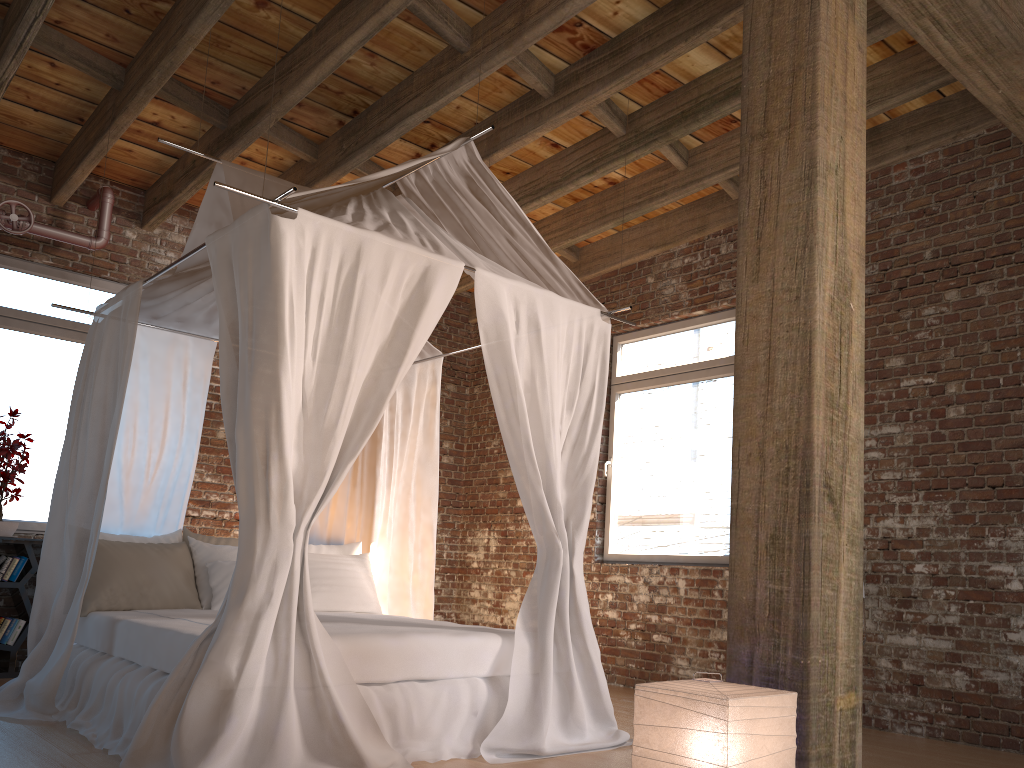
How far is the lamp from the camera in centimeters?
210cm

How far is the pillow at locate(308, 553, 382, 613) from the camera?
5.31m

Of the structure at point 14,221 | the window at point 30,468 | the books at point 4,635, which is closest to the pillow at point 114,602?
the books at point 4,635

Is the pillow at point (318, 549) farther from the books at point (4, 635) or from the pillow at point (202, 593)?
the books at point (4, 635)

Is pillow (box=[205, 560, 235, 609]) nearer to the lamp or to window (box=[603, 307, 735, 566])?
window (box=[603, 307, 735, 566])

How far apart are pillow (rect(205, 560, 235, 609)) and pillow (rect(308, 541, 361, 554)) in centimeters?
73cm

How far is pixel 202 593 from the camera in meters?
4.9 m

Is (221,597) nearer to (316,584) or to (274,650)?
(316,584)

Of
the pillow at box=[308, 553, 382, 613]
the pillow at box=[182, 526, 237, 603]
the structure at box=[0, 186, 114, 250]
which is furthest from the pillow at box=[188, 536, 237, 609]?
the structure at box=[0, 186, 114, 250]

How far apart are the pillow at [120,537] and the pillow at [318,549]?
0.8 meters
